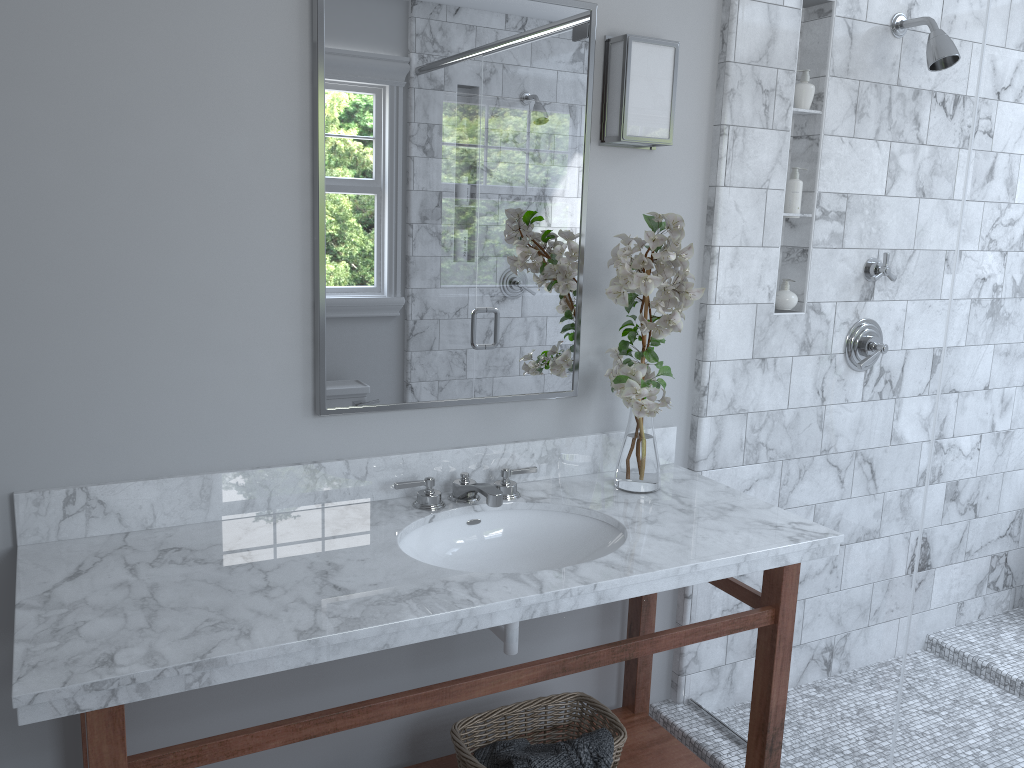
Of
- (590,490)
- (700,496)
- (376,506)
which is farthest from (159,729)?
(700,496)

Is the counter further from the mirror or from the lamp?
the lamp

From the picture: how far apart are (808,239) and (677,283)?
3.5m

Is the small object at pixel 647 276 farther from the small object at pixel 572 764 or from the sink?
the small object at pixel 572 764

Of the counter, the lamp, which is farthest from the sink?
the lamp

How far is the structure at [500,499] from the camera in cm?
202

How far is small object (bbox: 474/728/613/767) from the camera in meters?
2.0 m

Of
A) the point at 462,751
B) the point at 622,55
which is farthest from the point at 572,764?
the point at 622,55

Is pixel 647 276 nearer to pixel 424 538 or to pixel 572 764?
pixel 424 538

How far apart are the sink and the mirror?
0.3 meters
